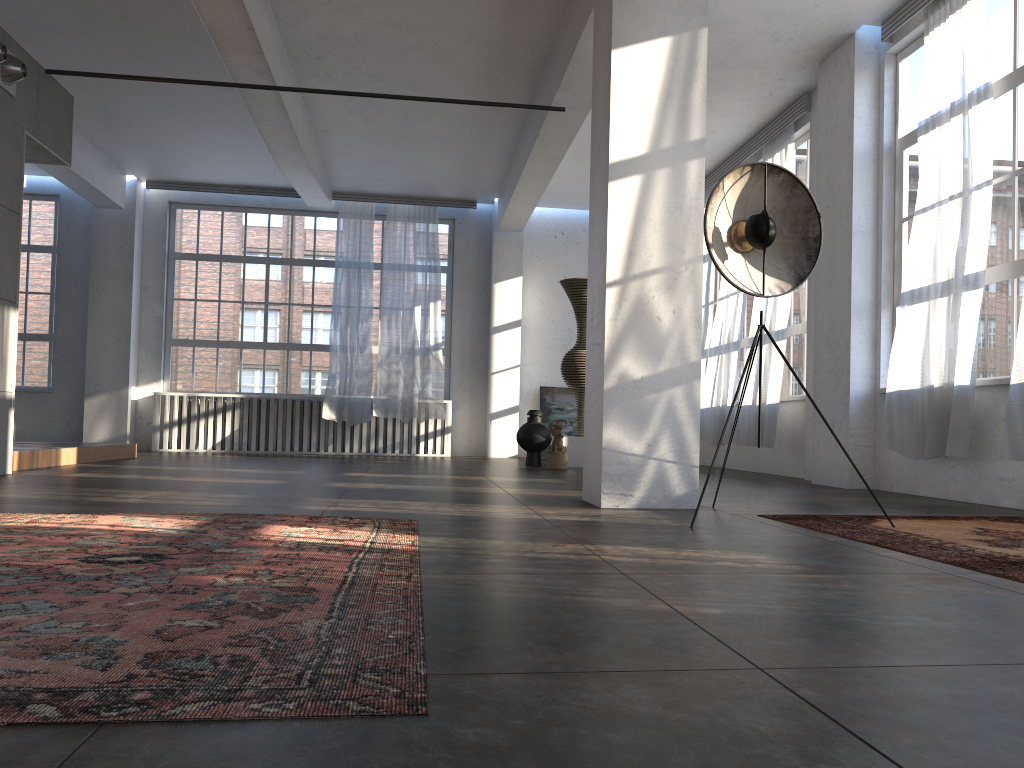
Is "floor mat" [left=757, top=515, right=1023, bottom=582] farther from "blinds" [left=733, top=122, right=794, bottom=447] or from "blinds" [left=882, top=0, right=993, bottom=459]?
"blinds" [left=733, top=122, right=794, bottom=447]

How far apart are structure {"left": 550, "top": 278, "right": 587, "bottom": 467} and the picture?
2.8m

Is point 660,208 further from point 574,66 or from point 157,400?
point 157,400

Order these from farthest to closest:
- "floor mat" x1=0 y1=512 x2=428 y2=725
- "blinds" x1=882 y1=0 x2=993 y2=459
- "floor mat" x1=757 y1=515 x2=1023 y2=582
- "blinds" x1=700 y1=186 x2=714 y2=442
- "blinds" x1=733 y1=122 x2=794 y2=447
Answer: "blinds" x1=700 y1=186 x2=714 y2=442 < "blinds" x1=733 y1=122 x2=794 y2=447 < "blinds" x1=882 y1=0 x2=993 y2=459 < "floor mat" x1=757 y1=515 x2=1023 y2=582 < "floor mat" x1=0 y1=512 x2=428 y2=725

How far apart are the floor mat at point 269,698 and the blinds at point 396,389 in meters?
8.7 m

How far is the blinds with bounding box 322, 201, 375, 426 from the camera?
13.1m

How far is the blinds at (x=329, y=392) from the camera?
13.1 meters

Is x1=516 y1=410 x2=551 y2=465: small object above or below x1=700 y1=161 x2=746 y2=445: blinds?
below

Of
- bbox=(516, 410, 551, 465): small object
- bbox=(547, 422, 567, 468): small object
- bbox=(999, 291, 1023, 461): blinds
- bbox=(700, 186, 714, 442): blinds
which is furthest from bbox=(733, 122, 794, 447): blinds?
bbox=(999, 291, 1023, 461): blinds

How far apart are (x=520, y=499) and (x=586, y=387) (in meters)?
0.83
